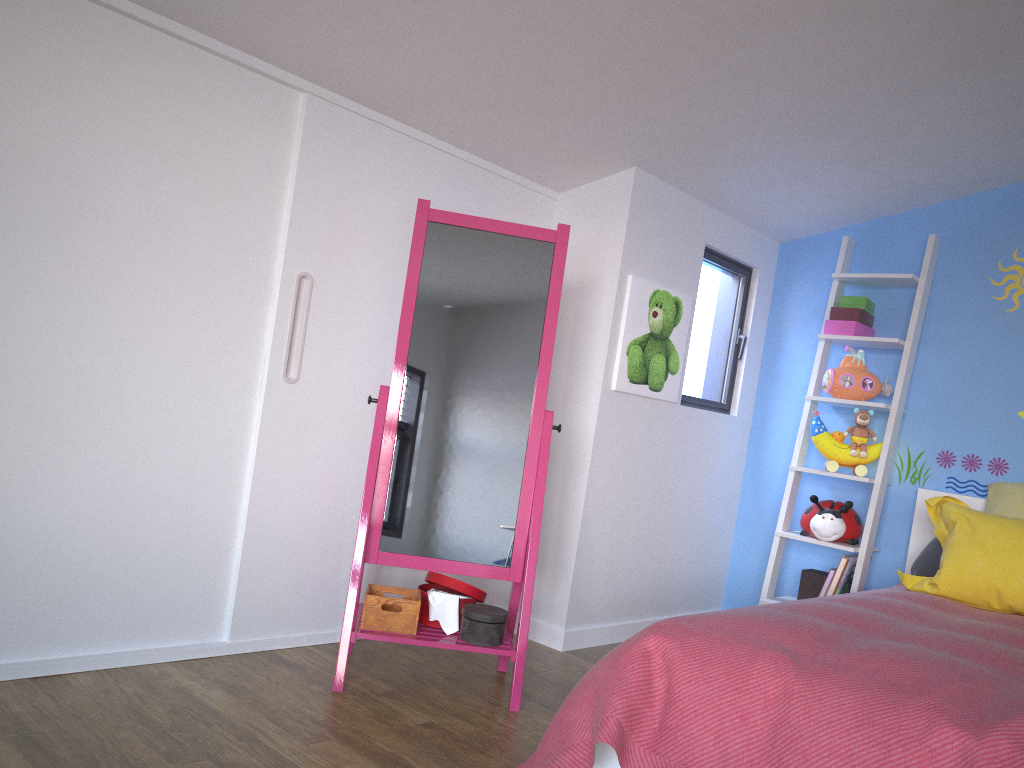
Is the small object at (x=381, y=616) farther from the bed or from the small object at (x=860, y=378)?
the small object at (x=860, y=378)

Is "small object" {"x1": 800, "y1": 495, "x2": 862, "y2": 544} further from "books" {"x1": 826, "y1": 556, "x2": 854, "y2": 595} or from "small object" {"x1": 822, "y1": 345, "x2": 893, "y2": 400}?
"small object" {"x1": 822, "y1": 345, "x2": 893, "y2": 400}

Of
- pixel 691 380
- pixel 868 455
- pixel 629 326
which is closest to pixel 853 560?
pixel 868 455

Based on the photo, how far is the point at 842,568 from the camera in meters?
3.5 m

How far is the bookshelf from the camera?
→ 3.54m

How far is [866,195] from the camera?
3.67m

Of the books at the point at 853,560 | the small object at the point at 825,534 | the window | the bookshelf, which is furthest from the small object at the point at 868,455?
the window

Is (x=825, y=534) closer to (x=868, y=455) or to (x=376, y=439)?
(x=868, y=455)

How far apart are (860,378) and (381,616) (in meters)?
2.23

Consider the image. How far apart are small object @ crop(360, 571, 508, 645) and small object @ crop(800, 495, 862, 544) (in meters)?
1.51
